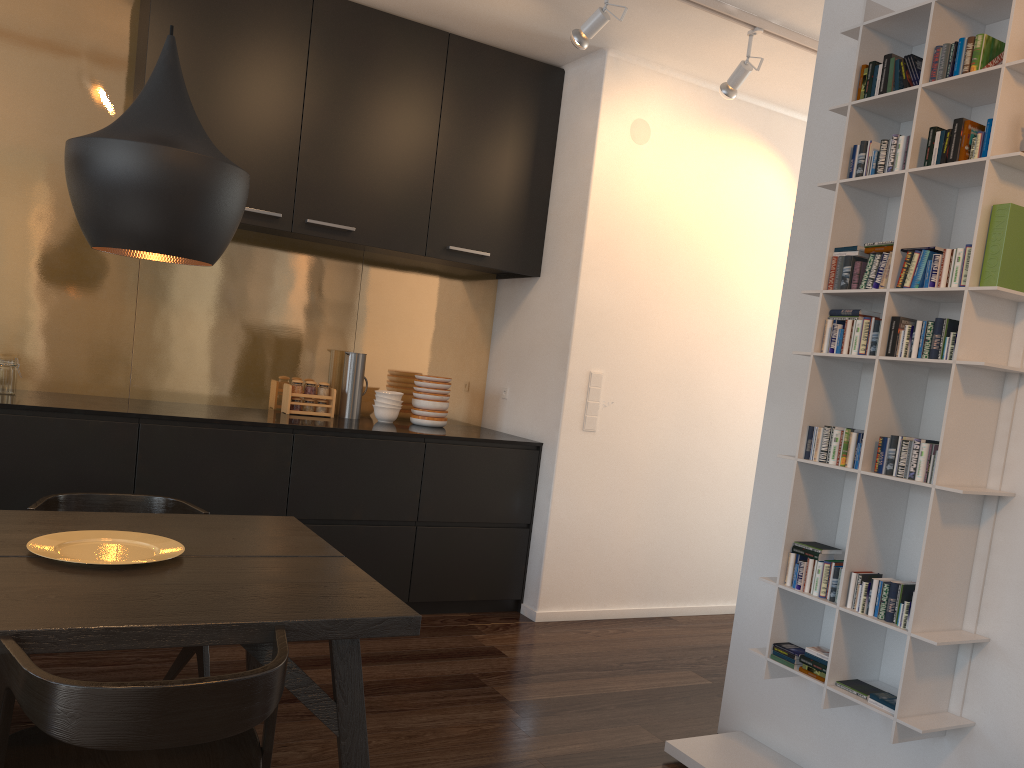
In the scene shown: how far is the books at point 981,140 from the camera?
2.3 meters

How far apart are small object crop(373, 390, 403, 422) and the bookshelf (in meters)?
2.34

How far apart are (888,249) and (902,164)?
0.2 meters

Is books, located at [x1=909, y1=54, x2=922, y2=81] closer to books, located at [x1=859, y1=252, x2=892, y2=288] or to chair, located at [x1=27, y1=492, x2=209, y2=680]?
books, located at [x1=859, y1=252, x2=892, y2=288]

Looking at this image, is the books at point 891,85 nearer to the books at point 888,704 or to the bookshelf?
the bookshelf

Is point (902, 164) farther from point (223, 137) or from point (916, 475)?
point (223, 137)

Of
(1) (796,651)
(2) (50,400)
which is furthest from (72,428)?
(1) (796,651)

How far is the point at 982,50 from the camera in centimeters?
235cm

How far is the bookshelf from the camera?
2.3 meters

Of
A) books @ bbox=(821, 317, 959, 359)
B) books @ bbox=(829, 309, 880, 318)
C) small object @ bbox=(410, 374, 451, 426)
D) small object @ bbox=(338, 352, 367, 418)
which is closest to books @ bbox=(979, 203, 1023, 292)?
books @ bbox=(821, 317, 959, 359)
